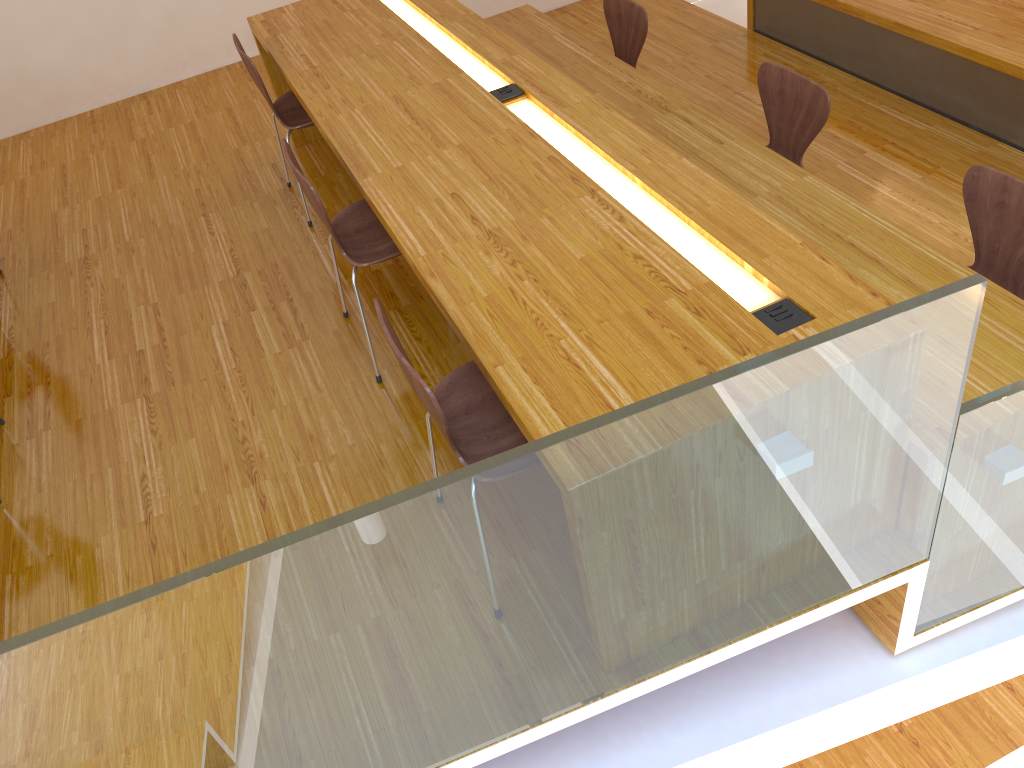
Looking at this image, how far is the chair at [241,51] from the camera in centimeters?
326cm

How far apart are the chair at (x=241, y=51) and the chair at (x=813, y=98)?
1.68m

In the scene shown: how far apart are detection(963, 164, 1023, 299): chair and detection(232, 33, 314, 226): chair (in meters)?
2.28

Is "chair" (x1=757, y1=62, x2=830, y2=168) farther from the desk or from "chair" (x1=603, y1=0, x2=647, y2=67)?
"chair" (x1=603, y1=0, x2=647, y2=67)

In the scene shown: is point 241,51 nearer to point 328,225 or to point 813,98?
point 328,225

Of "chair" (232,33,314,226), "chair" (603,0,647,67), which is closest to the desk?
"chair" (232,33,314,226)

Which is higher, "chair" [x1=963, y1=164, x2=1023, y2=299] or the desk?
the desk

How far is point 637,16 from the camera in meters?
3.8

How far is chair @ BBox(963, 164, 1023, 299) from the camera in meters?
2.4 m

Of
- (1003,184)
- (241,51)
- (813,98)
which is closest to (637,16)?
(813,98)
